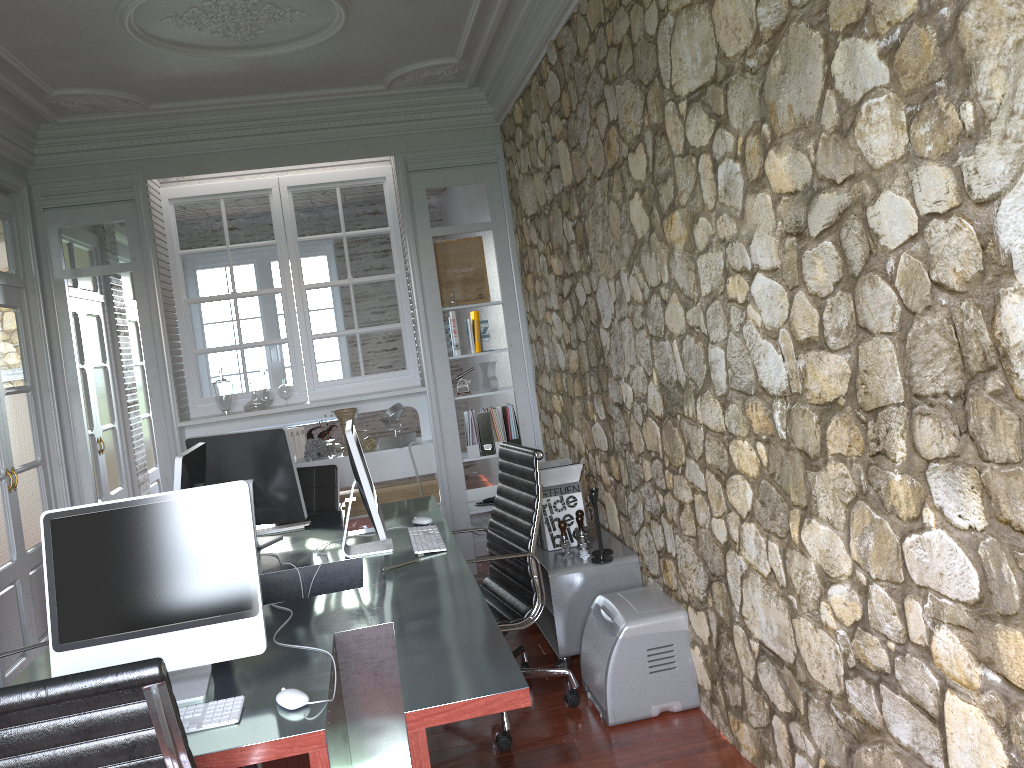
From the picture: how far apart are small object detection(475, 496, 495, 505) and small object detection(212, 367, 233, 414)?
1.7 meters

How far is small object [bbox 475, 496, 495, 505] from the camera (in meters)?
5.80

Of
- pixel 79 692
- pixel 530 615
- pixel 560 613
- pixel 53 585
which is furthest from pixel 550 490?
pixel 79 692

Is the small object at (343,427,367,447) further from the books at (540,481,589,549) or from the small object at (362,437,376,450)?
the books at (540,481,589,549)

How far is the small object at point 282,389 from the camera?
5.6m

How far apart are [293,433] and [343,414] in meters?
0.4

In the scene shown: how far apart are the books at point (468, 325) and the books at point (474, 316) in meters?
→ 0.0 m

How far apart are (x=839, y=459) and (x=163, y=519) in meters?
1.6 m

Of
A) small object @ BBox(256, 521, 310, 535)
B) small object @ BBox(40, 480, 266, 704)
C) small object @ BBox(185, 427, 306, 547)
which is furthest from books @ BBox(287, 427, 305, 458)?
small object @ BBox(40, 480, 266, 704)

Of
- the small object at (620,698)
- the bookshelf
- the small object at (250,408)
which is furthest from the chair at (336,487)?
the small object at (620,698)
